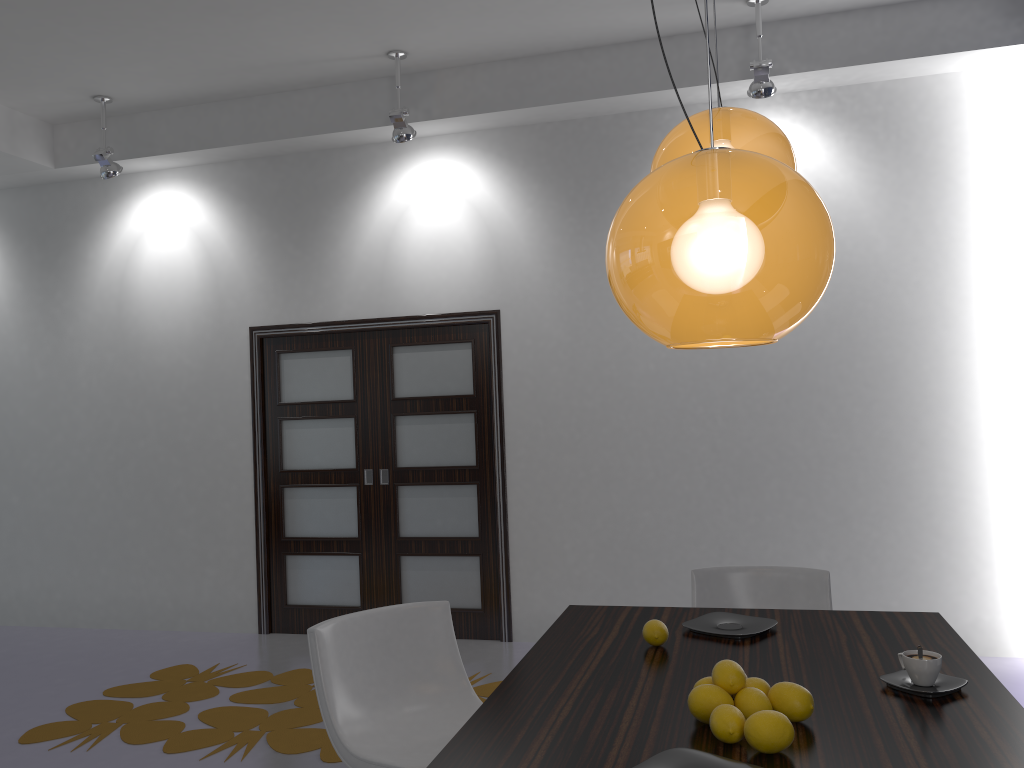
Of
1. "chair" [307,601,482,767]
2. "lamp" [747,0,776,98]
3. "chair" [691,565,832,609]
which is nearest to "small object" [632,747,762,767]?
"chair" [307,601,482,767]

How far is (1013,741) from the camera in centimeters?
165cm

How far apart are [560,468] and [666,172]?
4.2m

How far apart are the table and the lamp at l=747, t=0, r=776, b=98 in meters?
2.9 m

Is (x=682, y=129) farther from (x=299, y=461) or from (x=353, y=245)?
(x=299, y=461)

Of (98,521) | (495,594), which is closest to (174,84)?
(98,521)

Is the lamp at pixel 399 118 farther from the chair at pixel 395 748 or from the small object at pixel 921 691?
the small object at pixel 921 691

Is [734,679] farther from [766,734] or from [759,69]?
[759,69]

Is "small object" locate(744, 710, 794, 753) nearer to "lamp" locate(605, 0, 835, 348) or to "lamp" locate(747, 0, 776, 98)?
"lamp" locate(605, 0, 835, 348)

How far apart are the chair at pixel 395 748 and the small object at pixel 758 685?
1.0m
